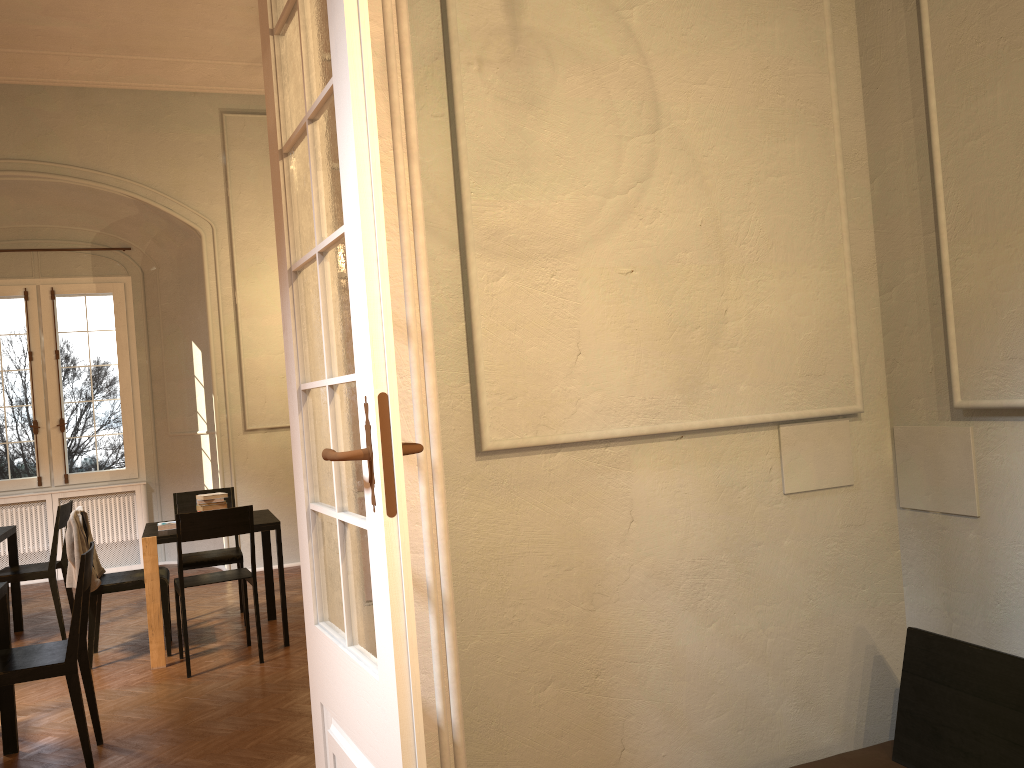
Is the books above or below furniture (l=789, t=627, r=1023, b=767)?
above

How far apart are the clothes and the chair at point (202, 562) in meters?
0.6 m

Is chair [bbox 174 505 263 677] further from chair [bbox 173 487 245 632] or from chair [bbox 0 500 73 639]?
chair [bbox 0 500 73 639]

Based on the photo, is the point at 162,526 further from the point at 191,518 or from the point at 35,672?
the point at 35,672

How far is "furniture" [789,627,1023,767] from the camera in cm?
257

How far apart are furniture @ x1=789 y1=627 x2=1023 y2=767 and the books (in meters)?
4.91

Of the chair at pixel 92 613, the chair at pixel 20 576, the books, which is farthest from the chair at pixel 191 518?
the chair at pixel 20 576

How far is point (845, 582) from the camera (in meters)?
3.23

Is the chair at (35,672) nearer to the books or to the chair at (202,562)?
the books

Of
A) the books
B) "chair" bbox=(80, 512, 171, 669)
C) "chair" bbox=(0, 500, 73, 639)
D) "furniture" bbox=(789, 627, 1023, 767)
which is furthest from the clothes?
"furniture" bbox=(789, 627, 1023, 767)
